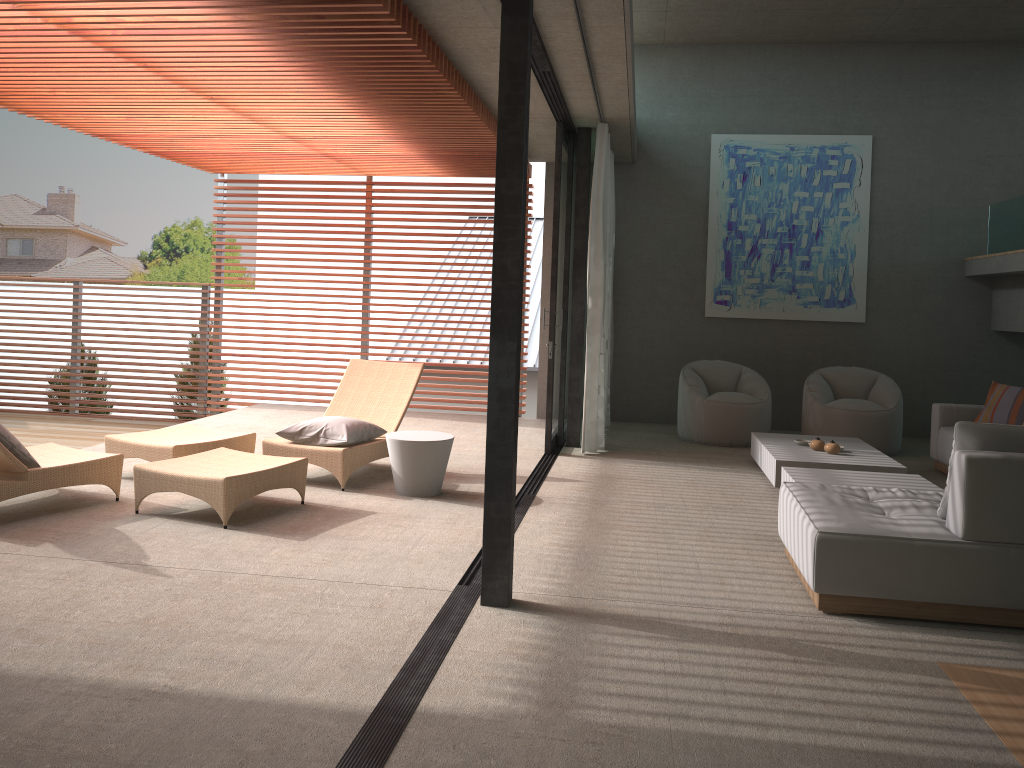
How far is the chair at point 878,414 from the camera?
8.3m

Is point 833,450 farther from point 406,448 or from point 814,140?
point 814,140

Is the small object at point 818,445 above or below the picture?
below

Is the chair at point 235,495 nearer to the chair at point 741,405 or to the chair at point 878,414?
the chair at point 741,405

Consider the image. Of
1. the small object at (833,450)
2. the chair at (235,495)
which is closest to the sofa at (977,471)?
the small object at (833,450)

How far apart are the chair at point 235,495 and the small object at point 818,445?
3.14m

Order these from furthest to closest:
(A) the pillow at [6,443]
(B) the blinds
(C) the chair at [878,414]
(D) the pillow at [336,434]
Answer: (C) the chair at [878,414]
(B) the blinds
(D) the pillow at [336,434]
(A) the pillow at [6,443]

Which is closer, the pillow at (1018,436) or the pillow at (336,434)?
the pillow at (1018,436)

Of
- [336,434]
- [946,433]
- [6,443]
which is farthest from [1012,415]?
[6,443]

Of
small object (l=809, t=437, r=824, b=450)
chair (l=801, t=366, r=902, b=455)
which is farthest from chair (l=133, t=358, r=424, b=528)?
chair (l=801, t=366, r=902, b=455)
